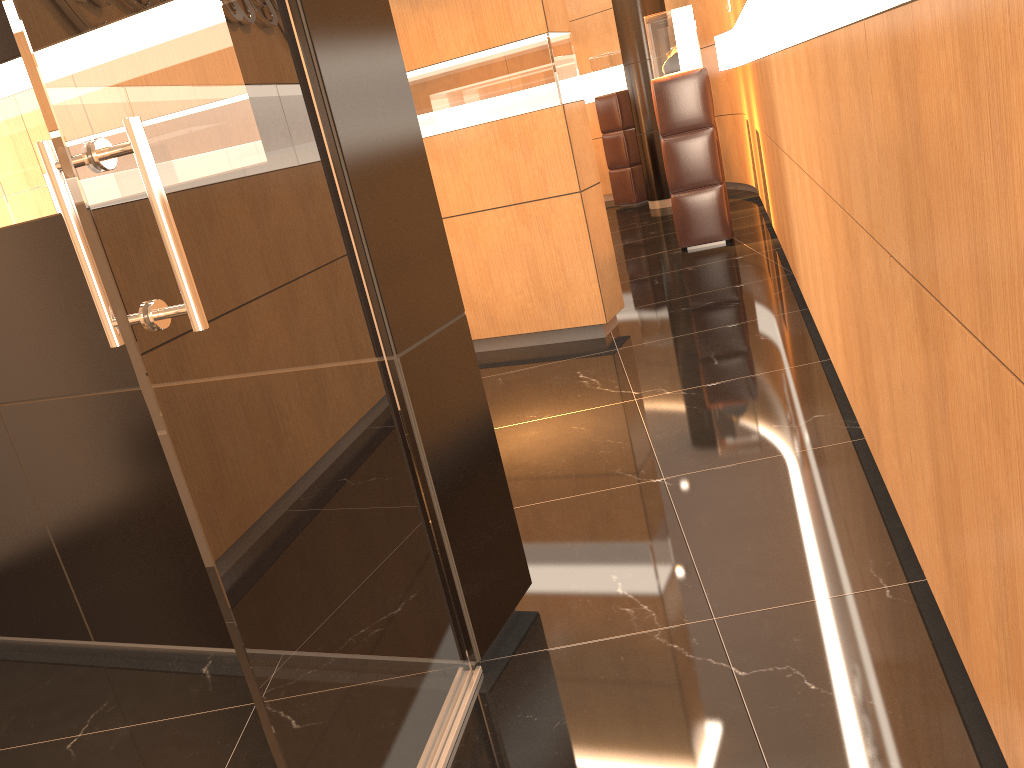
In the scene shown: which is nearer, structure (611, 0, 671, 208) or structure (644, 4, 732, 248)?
structure (644, 4, 732, 248)

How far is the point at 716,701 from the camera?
2.1 meters

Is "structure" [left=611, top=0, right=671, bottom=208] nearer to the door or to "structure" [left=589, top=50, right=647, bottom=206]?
"structure" [left=589, top=50, right=647, bottom=206]

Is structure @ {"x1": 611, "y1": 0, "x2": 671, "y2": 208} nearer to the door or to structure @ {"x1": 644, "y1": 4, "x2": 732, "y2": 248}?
structure @ {"x1": 644, "y1": 4, "x2": 732, "y2": 248}

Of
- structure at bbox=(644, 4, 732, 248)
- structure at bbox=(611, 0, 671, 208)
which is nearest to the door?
structure at bbox=(644, 4, 732, 248)

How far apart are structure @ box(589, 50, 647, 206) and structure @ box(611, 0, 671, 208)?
0.70m

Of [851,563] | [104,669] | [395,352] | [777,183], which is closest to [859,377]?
[851,563]

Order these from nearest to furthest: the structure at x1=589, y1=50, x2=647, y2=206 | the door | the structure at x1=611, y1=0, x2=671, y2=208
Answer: the door, the structure at x1=611, y1=0, x2=671, y2=208, the structure at x1=589, y1=50, x2=647, y2=206

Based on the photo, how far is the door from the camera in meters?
1.3

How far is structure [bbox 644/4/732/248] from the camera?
7.4 meters
